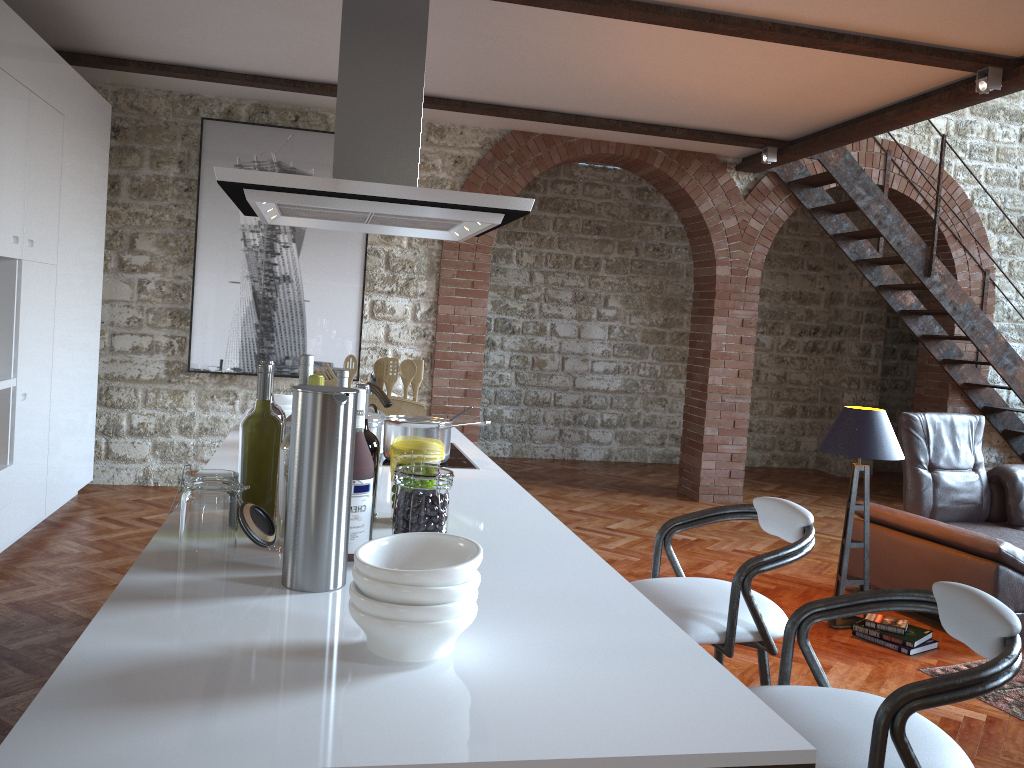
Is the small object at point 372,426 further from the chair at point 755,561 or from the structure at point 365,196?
the chair at point 755,561

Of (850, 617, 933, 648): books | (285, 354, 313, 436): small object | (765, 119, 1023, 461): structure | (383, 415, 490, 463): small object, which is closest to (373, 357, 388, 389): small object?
(383, 415, 490, 463): small object

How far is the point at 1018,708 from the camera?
3.6m

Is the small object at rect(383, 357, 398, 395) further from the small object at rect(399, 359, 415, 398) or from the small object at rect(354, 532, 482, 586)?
the small object at rect(354, 532, 482, 586)

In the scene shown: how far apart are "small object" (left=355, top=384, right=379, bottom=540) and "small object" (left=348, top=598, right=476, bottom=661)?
0.60m

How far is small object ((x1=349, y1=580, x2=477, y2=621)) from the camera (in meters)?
1.17

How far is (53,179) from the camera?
4.9m

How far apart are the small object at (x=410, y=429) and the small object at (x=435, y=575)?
1.5 meters

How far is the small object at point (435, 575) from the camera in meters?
1.2

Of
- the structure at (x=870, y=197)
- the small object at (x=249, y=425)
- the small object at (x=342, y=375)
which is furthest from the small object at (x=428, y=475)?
the structure at (x=870, y=197)
